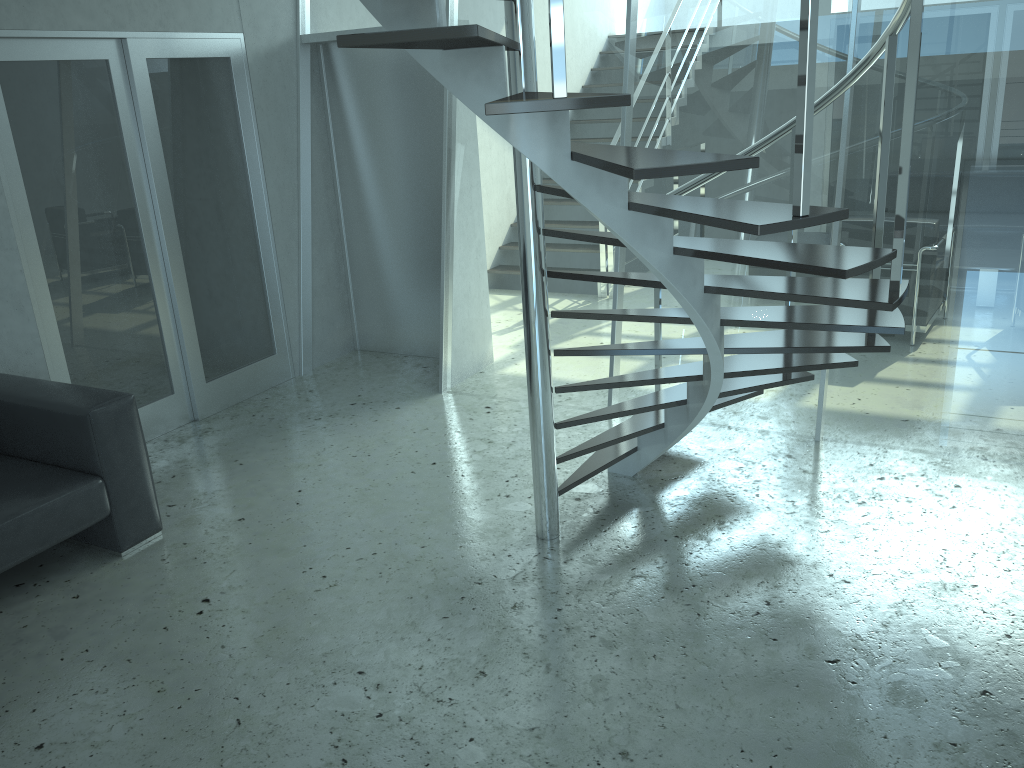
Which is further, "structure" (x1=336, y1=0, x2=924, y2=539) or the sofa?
the sofa

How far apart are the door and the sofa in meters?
0.5 m

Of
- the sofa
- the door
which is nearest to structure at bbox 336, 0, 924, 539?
the sofa

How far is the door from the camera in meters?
4.3

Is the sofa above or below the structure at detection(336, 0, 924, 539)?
below

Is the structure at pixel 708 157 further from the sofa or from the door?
the door

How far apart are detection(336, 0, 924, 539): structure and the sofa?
1.6 meters

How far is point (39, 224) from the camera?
4.3 meters

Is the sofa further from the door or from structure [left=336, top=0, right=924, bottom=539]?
structure [left=336, top=0, right=924, bottom=539]

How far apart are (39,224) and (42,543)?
1.73m
